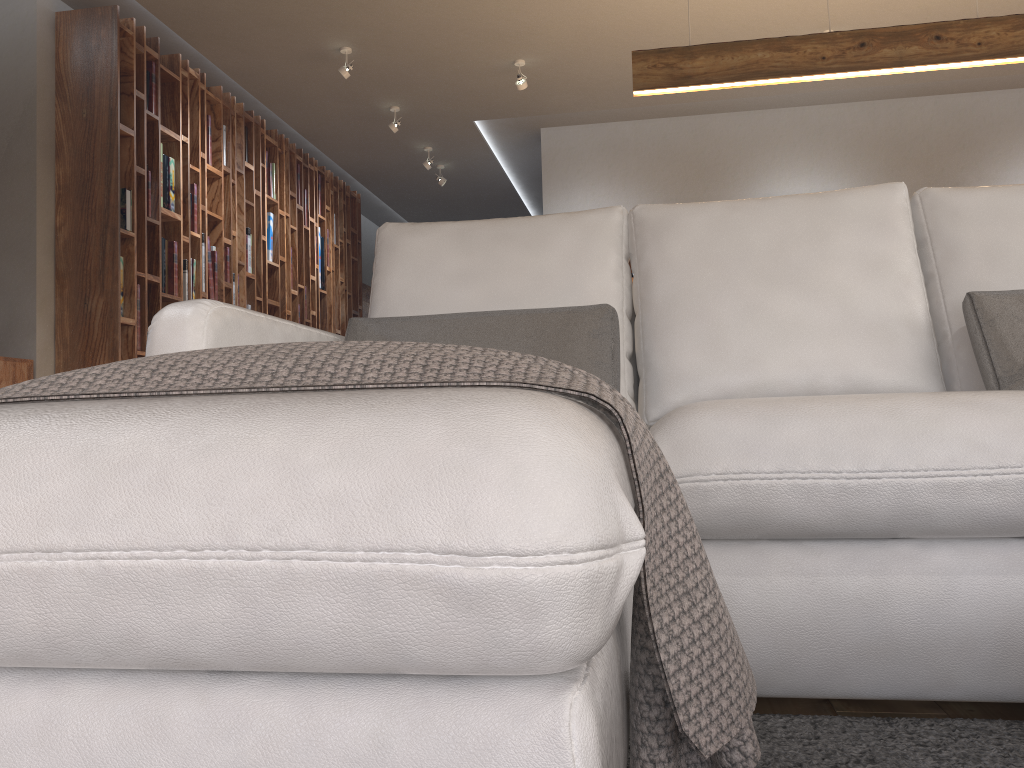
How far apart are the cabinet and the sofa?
2.99m

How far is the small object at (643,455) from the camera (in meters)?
0.80

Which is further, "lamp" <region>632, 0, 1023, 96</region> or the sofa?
"lamp" <region>632, 0, 1023, 96</region>

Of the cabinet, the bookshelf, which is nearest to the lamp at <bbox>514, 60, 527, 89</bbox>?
the bookshelf

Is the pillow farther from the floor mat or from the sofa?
the floor mat

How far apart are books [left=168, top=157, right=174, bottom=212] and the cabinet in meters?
1.4

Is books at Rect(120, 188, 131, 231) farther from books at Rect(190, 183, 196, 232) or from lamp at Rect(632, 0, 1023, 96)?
lamp at Rect(632, 0, 1023, 96)

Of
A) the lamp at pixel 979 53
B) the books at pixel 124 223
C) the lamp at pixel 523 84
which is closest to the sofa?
the lamp at pixel 979 53

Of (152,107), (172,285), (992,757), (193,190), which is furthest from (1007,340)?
(193,190)

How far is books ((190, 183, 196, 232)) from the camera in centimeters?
542cm
